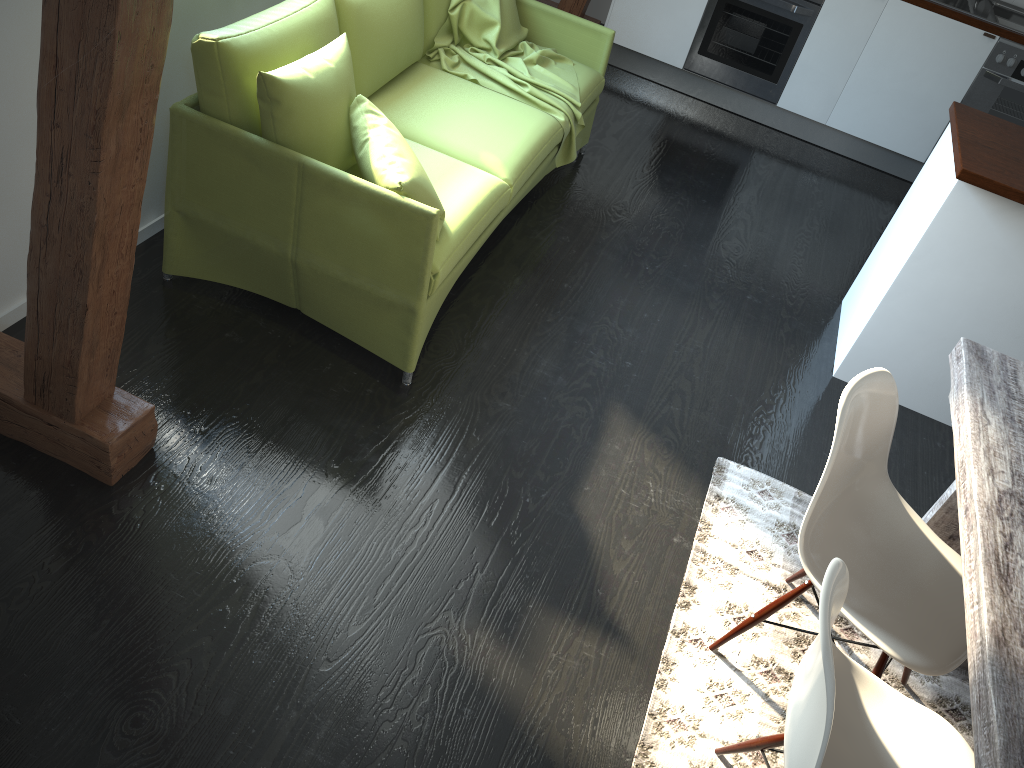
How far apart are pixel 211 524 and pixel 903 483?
2.2 meters

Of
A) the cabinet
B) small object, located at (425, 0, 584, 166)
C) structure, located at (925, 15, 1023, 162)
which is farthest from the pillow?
structure, located at (925, 15, 1023, 162)

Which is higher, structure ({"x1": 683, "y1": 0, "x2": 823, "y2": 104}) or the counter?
the counter

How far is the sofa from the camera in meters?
2.5

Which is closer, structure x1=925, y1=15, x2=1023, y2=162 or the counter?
the counter

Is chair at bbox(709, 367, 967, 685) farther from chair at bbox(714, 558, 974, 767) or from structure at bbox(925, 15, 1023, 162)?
structure at bbox(925, 15, 1023, 162)

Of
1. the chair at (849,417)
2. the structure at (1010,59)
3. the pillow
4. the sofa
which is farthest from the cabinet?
the pillow

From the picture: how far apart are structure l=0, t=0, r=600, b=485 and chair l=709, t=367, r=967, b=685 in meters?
1.5 m

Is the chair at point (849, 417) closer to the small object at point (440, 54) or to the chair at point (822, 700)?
the chair at point (822, 700)

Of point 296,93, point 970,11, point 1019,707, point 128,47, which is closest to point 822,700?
point 1019,707
